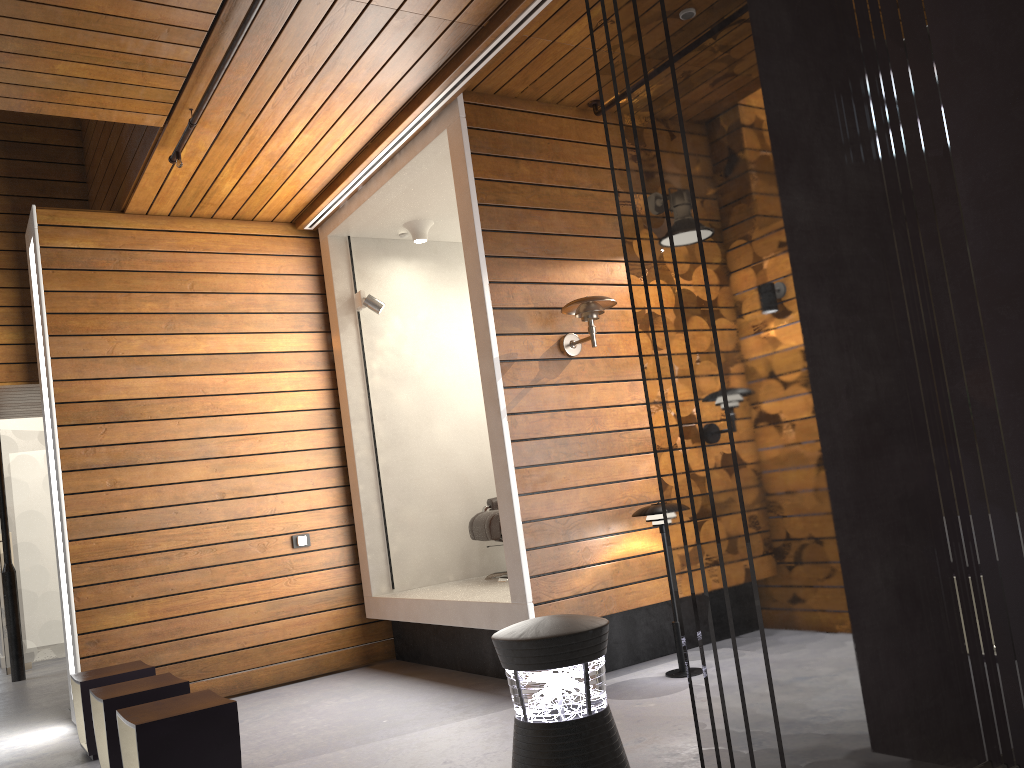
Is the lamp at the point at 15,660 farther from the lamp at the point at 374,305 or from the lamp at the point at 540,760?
the lamp at the point at 540,760

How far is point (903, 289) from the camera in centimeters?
211cm

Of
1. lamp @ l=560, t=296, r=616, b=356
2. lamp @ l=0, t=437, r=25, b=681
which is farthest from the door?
lamp @ l=560, t=296, r=616, b=356

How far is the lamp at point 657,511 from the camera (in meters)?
4.32

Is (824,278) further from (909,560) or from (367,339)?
(367,339)

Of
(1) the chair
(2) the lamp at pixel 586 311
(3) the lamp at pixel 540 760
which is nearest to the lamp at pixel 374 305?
(1) the chair

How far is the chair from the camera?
5.54m

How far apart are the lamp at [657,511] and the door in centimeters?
675cm

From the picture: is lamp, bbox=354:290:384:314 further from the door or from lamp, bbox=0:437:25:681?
the door

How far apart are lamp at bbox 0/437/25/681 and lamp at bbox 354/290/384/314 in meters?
4.2 m
